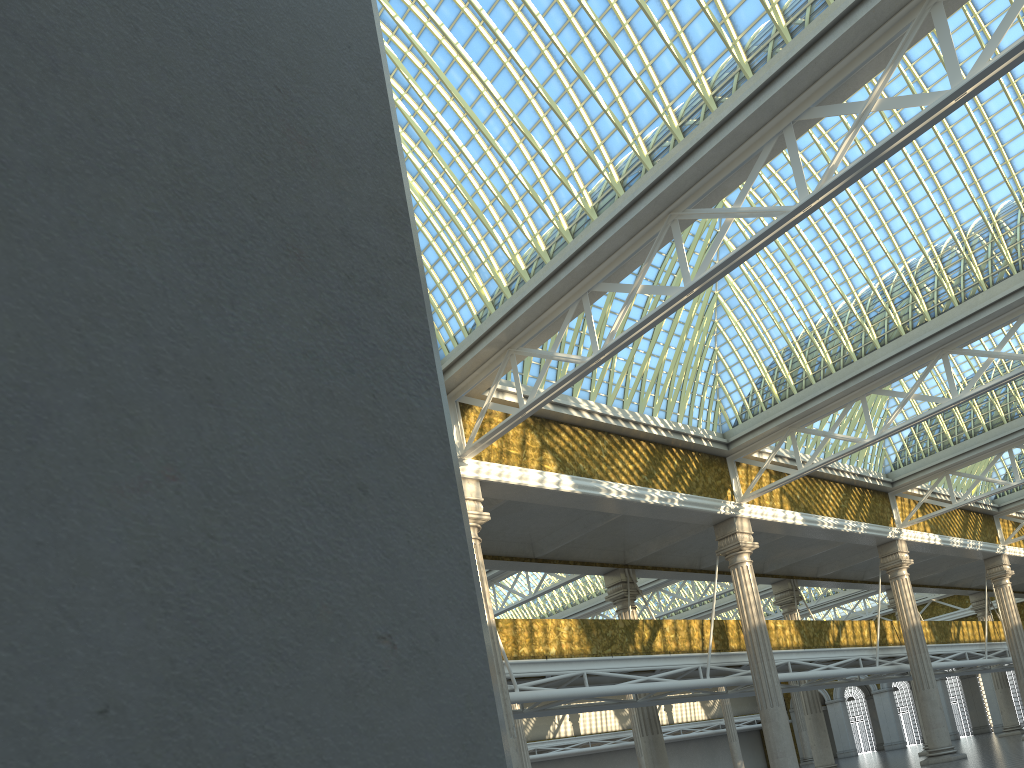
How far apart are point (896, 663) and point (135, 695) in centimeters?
3693cm

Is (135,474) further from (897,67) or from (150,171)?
(897,67)

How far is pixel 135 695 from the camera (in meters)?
0.98
